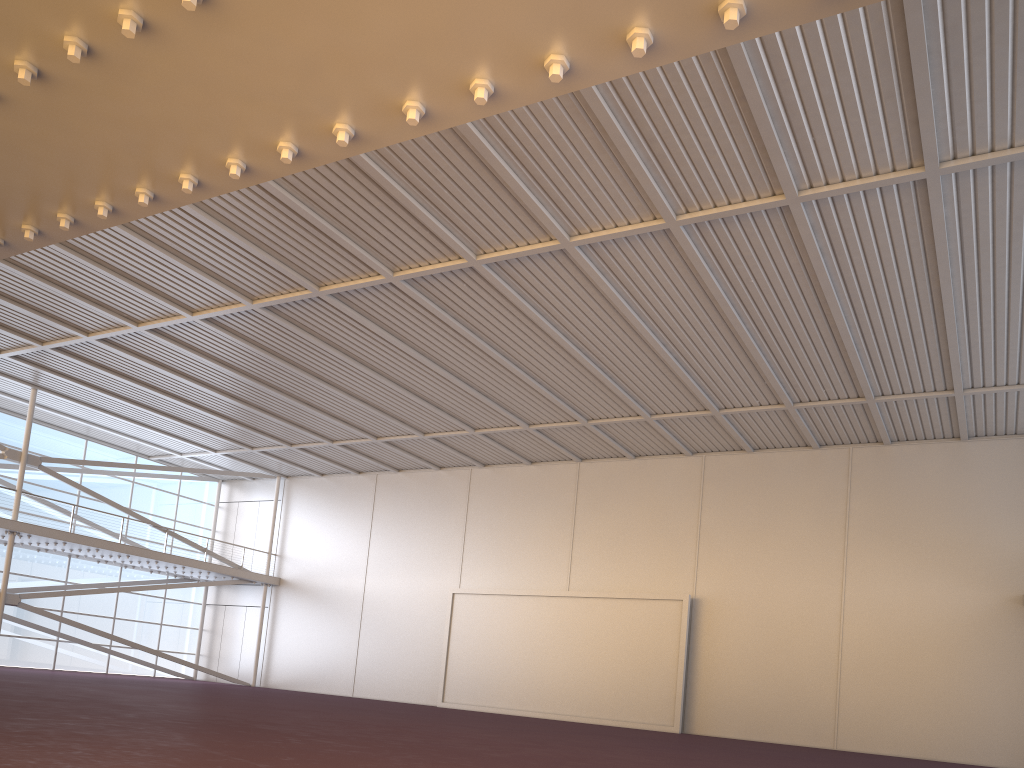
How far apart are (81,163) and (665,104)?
9.93m
